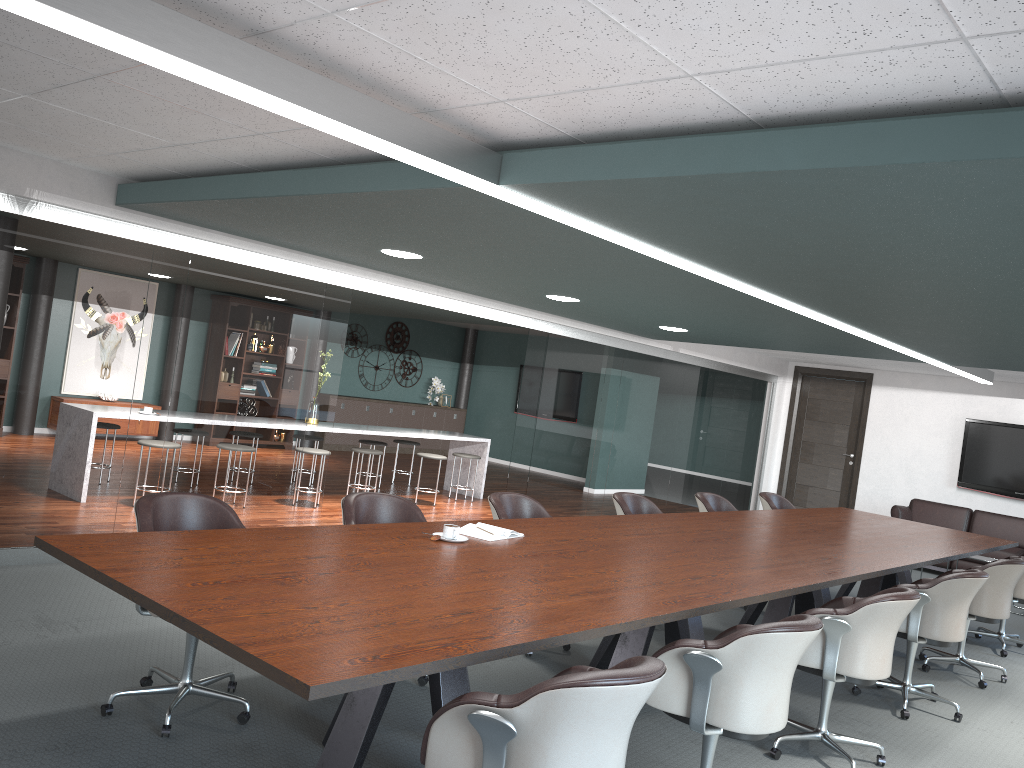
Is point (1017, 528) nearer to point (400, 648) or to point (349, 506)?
point (349, 506)

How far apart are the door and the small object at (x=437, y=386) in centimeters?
580cm

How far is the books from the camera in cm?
370

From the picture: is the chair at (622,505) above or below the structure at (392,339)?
below

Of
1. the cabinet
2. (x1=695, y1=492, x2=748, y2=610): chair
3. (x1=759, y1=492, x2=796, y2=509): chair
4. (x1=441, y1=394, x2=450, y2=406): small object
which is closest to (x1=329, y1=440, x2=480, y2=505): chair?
(x1=695, y1=492, x2=748, y2=610): chair

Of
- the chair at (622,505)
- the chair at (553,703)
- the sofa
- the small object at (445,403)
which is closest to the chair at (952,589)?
the chair at (622,505)

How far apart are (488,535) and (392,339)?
11.0 meters

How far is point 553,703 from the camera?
1.9m

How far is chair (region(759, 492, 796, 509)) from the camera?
7.25m

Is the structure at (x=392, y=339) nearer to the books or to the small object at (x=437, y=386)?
the small object at (x=437, y=386)
